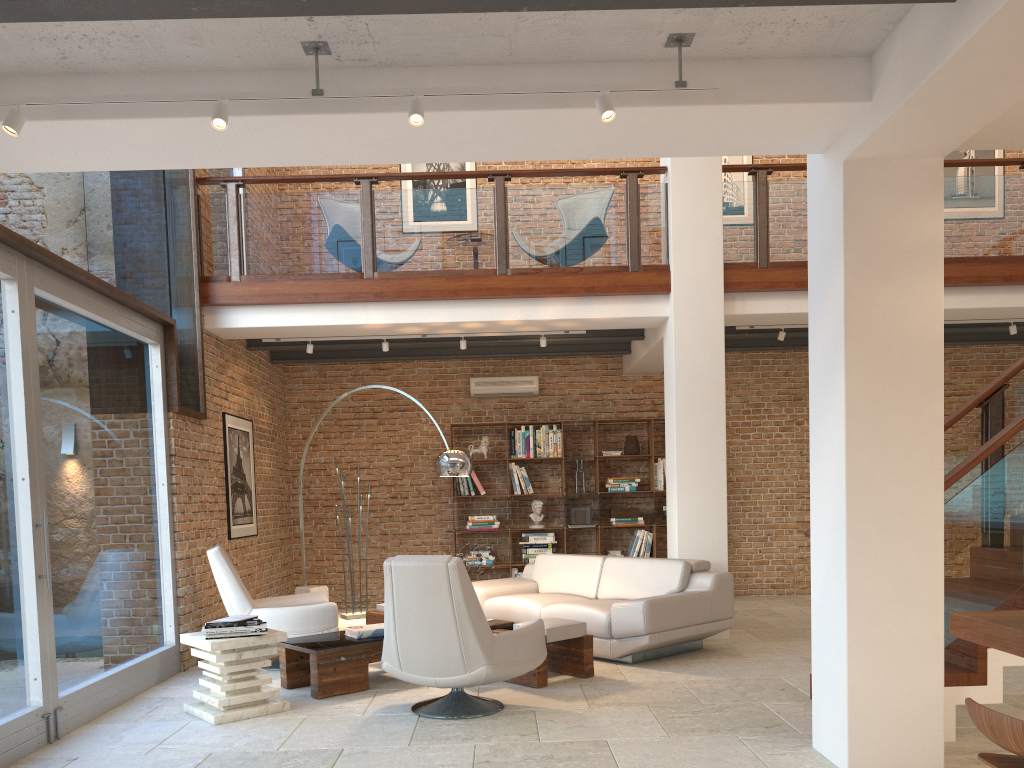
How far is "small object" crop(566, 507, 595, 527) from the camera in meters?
10.2 m

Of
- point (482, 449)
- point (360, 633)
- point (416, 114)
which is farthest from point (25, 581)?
point (482, 449)

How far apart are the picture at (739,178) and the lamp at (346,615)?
6.8 meters

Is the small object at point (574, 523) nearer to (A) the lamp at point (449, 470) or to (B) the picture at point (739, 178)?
(A) the lamp at point (449, 470)

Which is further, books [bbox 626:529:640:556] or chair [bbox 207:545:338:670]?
books [bbox 626:529:640:556]

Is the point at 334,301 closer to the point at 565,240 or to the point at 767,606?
the point at 565,240

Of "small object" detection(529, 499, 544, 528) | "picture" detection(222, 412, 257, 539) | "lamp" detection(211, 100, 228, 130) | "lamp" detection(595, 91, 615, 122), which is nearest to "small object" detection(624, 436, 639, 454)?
"small object" detection(529, 499, 544, 528)

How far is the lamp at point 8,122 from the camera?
3.4m

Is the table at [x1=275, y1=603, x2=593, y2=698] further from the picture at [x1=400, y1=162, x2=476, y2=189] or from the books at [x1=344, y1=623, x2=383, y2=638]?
the picture at [x1=400, y1=162, x2=476, y2=189]

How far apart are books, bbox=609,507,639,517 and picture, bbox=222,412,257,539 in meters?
4.0 m
